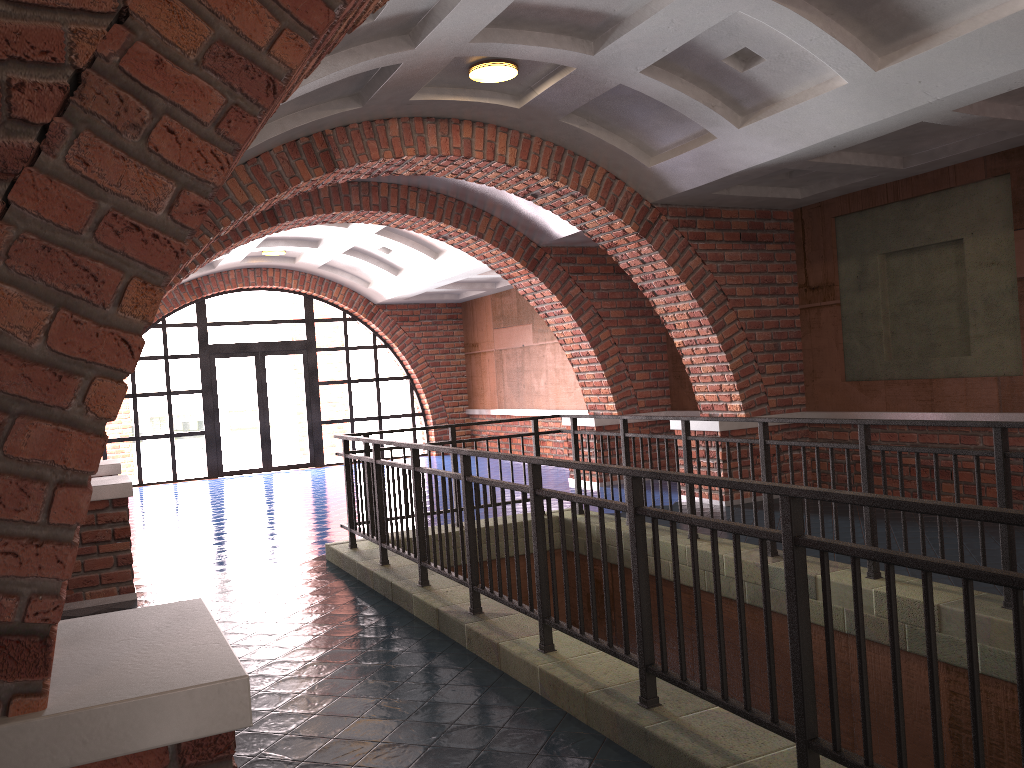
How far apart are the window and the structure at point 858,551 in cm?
923

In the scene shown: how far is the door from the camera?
16.3 meters

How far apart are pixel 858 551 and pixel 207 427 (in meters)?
14.89

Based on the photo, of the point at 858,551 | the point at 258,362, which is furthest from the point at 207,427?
the point at 858,551

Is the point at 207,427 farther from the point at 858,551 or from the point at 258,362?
the point at 858,551

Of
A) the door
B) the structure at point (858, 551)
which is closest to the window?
the door

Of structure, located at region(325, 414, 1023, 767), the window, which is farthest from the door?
structure, located at region(325, 414, 1023, 767)

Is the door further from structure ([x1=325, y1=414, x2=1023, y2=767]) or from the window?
structure ([x1=325, y1=414, x2=1023, y2=767])

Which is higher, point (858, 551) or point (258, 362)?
point (258, 362)

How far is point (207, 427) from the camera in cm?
1587
